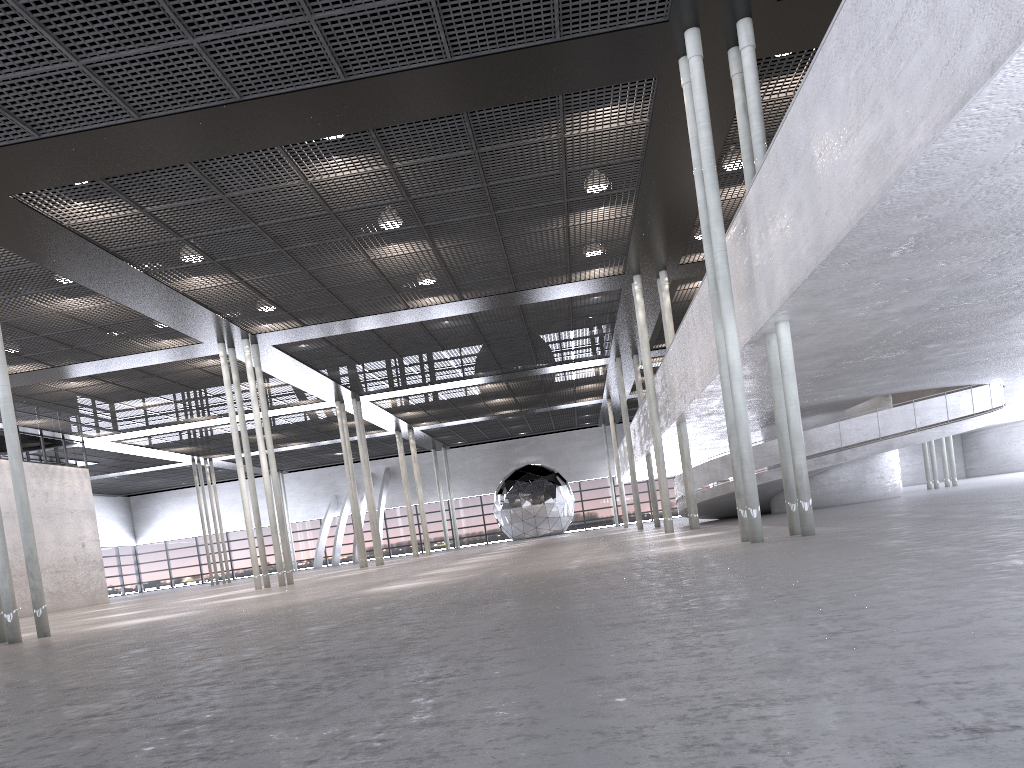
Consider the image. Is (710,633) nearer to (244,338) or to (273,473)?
(273,473)
